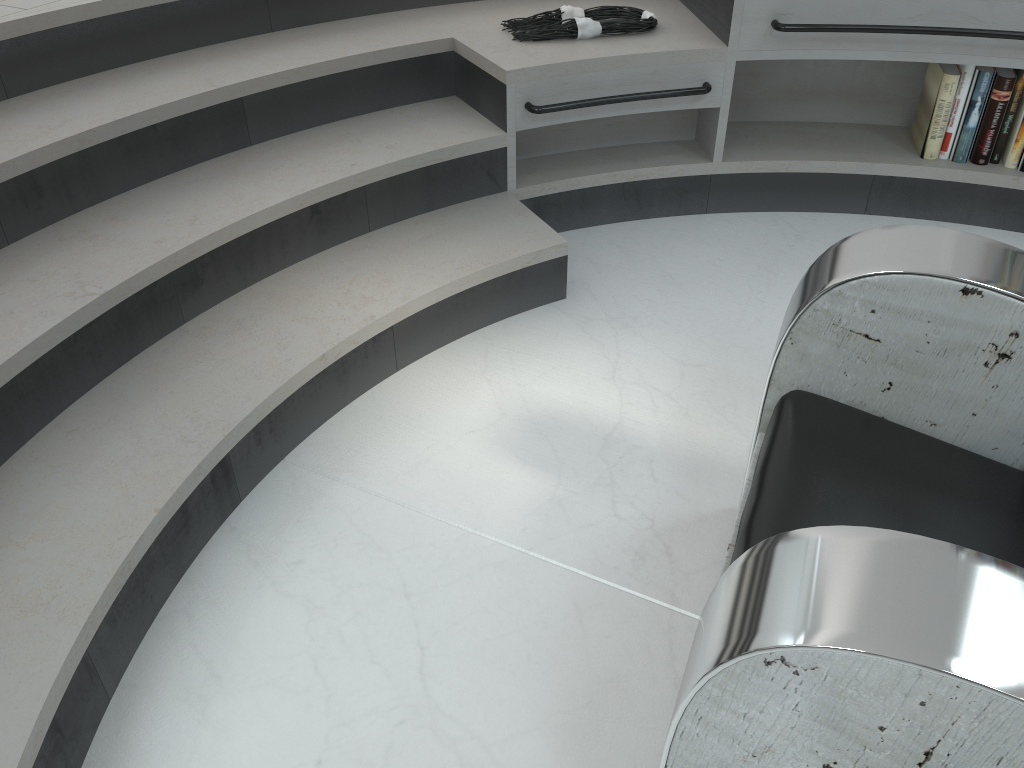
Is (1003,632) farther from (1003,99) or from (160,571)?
(1003,99)

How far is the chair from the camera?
0.7 meters

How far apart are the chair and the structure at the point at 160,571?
0.85m

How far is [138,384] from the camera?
1.8m

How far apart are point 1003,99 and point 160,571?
2.53m

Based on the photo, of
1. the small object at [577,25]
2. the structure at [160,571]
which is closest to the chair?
the structure at [160,571]

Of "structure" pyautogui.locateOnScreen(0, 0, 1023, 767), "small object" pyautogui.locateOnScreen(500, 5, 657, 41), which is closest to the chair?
"structure" pyautogui.locateOnScreen(0, 0, 1023, 767)

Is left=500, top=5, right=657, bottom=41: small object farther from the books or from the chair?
the chair

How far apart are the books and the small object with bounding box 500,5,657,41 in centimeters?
84cm

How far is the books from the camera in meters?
2.5
